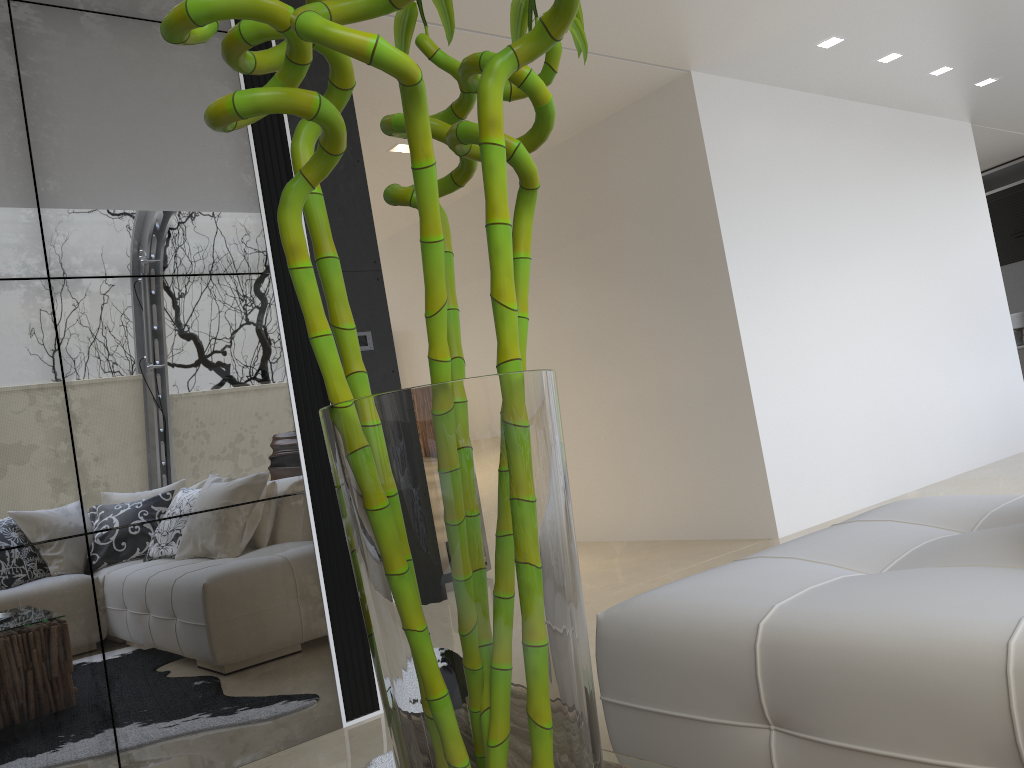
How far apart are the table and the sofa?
0.5 meters

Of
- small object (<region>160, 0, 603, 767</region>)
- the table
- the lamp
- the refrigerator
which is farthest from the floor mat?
the refrigerator

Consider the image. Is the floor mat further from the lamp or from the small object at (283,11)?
the lamp

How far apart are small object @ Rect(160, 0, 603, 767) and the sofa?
0.9 meters

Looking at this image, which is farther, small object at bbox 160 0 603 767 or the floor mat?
the floor mat

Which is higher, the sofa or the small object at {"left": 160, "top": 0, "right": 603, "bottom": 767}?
the small object at {"left": 160, "top": 0, "right": 603, "bottom": 767}

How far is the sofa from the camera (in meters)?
1.39

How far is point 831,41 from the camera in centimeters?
538cm

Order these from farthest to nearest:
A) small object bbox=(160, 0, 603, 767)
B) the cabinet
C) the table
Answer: the cabinet < the table < small object bbox=(160, 0, 603, 767)

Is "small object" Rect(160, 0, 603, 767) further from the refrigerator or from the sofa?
the refrigerator
